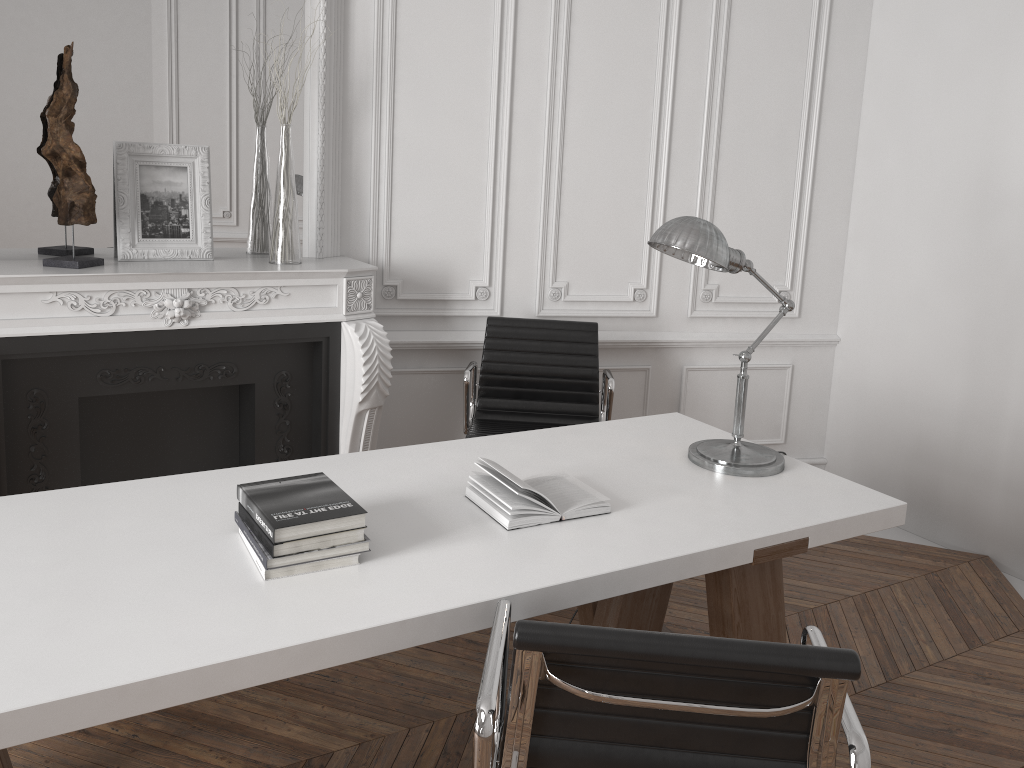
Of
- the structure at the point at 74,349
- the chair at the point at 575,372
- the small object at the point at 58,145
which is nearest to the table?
the chair at the point at 575,372

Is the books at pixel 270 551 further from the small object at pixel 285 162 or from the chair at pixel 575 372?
the small object at pixel 285 162

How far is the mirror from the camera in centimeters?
301cm

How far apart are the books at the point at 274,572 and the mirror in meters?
2.0

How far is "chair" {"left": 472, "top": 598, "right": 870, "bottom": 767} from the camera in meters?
1.2

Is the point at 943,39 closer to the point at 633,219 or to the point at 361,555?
the point at 633,219

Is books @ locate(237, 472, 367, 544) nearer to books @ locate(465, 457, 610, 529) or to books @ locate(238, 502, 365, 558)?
books @ locate(238, 502, 365, 558)

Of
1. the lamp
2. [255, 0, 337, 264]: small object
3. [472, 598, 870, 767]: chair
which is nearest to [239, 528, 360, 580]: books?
[472, 598, 870, 767]: chair

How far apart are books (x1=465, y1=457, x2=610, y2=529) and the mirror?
1.78m

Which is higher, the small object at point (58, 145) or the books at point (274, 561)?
the small object at point (58, 145)
